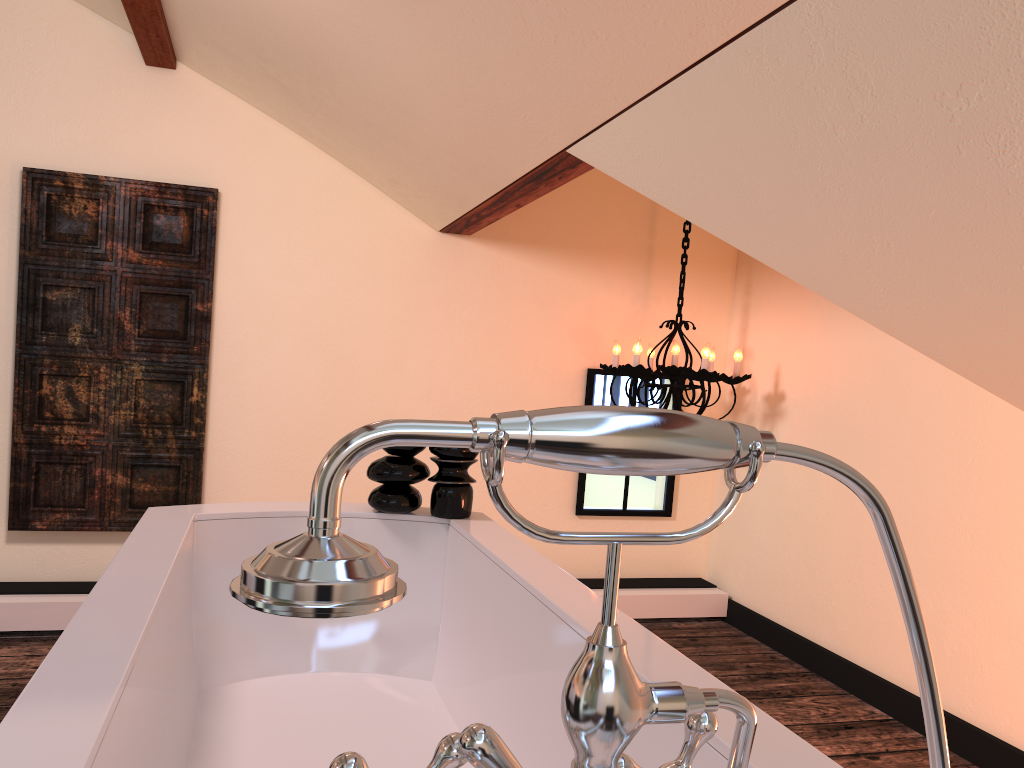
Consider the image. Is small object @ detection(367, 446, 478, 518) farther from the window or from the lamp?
the window

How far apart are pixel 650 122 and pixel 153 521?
1.3m

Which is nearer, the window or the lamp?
the lamp

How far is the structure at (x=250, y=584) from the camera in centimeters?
35cm

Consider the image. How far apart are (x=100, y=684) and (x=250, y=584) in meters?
0.8

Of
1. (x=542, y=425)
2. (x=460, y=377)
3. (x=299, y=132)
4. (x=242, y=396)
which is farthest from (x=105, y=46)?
(x=542, y=425)

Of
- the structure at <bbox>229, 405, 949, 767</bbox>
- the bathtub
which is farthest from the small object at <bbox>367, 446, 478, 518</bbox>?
the structure at <bbox>229, 405, 949, 767</bbox>

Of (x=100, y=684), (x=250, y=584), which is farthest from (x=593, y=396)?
(x=250, y=584)

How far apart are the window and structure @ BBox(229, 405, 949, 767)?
3.3 meters

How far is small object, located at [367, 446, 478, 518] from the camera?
2.1 meters
